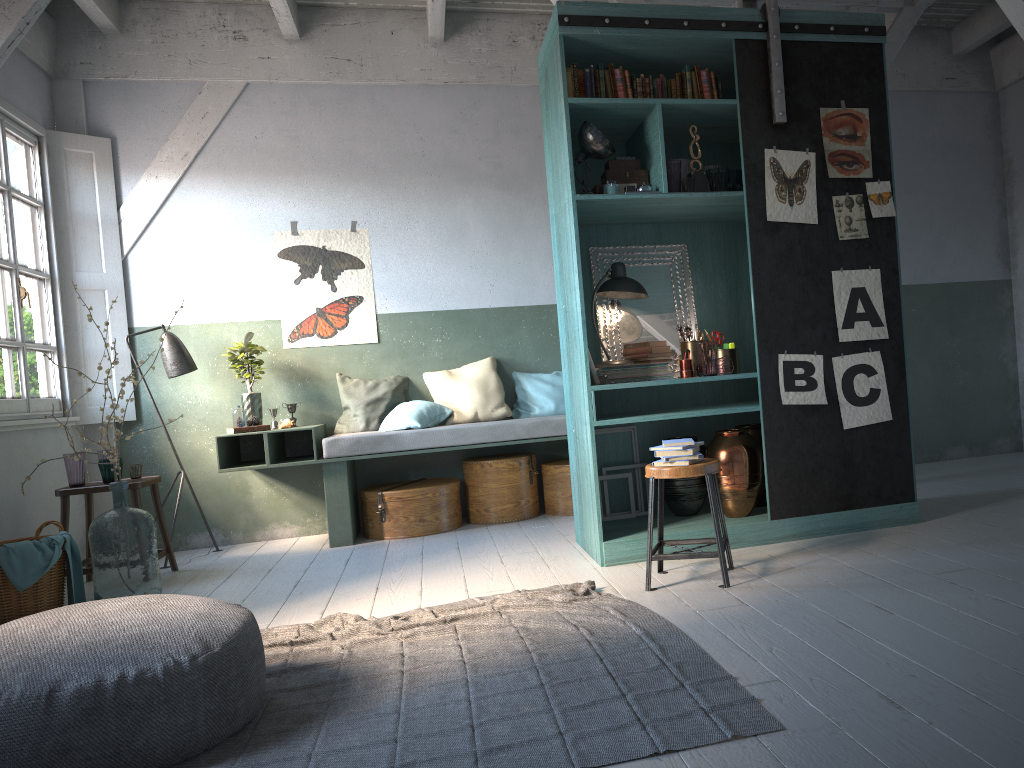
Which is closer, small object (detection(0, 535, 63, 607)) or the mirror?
small object (detection(0, 535, 63, 607))

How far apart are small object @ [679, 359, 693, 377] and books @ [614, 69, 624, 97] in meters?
1.7 m

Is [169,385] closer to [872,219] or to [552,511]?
[552,511]

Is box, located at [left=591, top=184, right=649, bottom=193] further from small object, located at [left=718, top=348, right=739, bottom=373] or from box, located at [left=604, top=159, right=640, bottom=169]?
small object, located at [left=718, top=348, right=739, bottom=373]

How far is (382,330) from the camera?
7.8m

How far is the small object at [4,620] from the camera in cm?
523

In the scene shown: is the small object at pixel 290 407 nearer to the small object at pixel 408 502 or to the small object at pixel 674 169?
the small object at pixel 408 502

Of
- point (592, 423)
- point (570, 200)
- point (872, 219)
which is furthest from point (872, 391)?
point (570, 200)

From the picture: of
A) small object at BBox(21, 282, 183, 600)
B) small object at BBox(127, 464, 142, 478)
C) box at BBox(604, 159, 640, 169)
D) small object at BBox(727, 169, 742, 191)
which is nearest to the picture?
small object at BBox(727, 169, 742, 191)

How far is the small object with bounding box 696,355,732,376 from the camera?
5.4m
